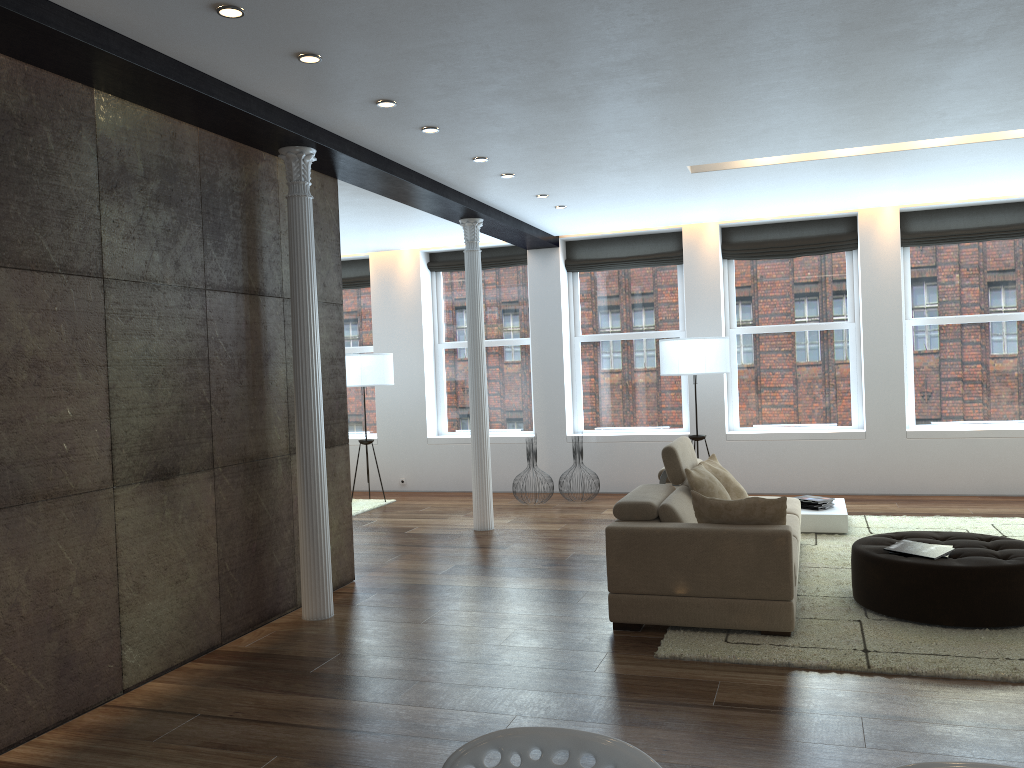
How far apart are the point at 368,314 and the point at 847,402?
5.99m

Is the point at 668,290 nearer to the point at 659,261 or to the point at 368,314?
the point at 659,261

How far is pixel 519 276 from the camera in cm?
1096

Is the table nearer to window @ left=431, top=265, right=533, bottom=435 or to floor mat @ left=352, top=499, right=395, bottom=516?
window @ left=431, top=265, right=533, bottom=435

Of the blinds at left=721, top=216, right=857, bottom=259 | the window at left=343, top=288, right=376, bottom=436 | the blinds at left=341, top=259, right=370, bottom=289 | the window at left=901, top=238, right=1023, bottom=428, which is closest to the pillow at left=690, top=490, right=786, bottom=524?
the window at left=901, top=238, right=1023, bottom=428

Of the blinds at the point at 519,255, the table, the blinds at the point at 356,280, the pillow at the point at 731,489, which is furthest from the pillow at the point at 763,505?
the blinds at the point at 356,280

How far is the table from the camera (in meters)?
7.29

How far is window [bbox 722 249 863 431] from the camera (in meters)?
9.75

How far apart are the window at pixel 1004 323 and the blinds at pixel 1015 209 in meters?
0.1 m

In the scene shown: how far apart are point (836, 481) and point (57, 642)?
7.8m
